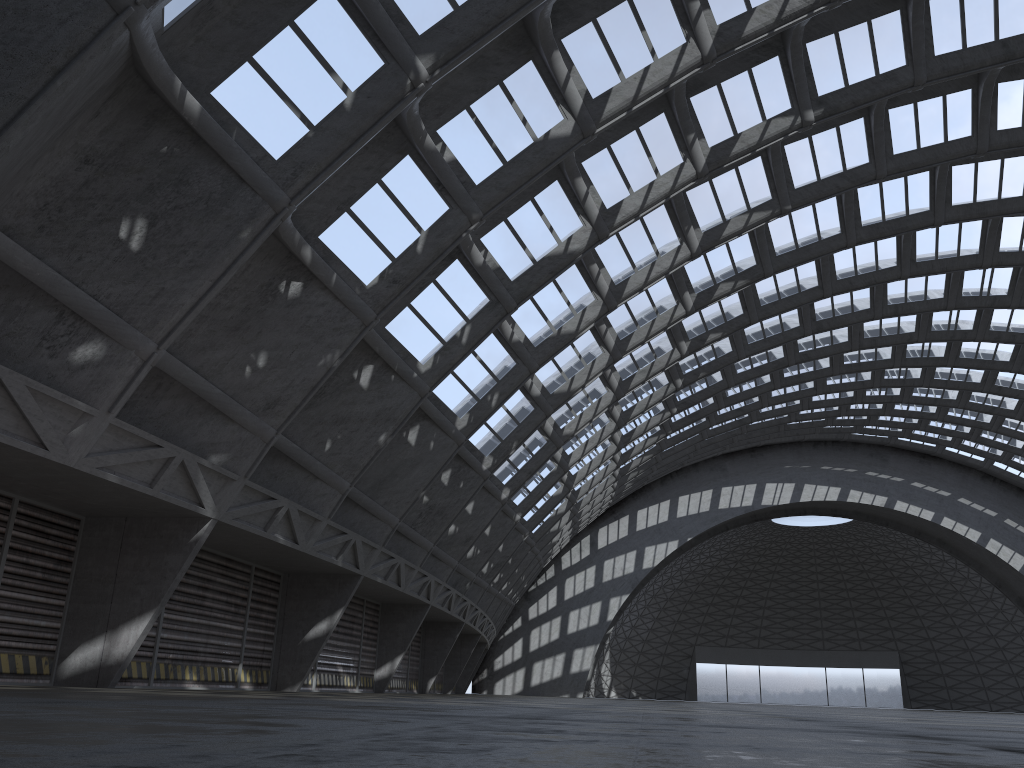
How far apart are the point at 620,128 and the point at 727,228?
5.9m

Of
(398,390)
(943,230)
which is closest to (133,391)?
(398,390)

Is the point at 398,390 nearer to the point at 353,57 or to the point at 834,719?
the point at 353,57
